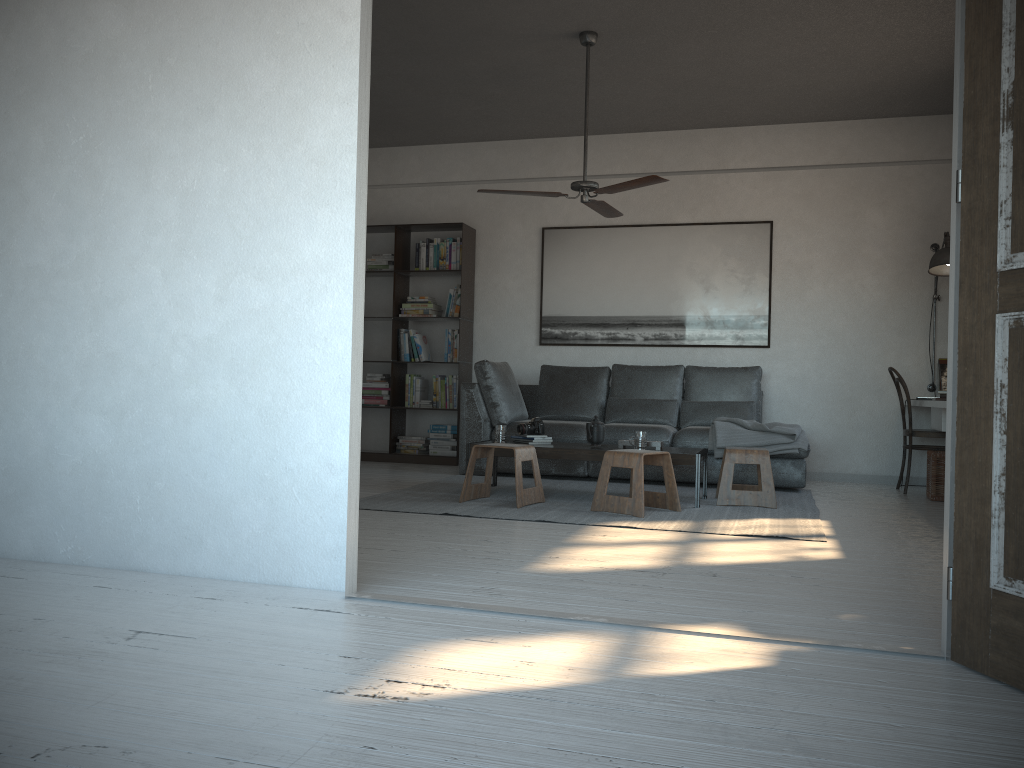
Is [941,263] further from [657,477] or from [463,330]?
[463,330]

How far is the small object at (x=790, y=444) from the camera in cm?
606

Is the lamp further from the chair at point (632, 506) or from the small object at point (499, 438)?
the small object at point (499, 438)

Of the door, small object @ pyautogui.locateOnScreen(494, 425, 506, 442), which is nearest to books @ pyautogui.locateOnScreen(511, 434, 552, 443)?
small object @ pyautogui.locateOnScreen(494, 425, 506, 442)

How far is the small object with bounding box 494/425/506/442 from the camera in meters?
5.7 m

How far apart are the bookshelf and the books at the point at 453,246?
0.1m

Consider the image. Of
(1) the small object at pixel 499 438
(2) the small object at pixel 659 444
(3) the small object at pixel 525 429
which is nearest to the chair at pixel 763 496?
(2) the small object at pixel 659 444

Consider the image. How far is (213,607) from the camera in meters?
2.6 m

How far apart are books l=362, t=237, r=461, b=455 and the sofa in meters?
0.6 m

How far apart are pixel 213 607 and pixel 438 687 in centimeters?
98cm
